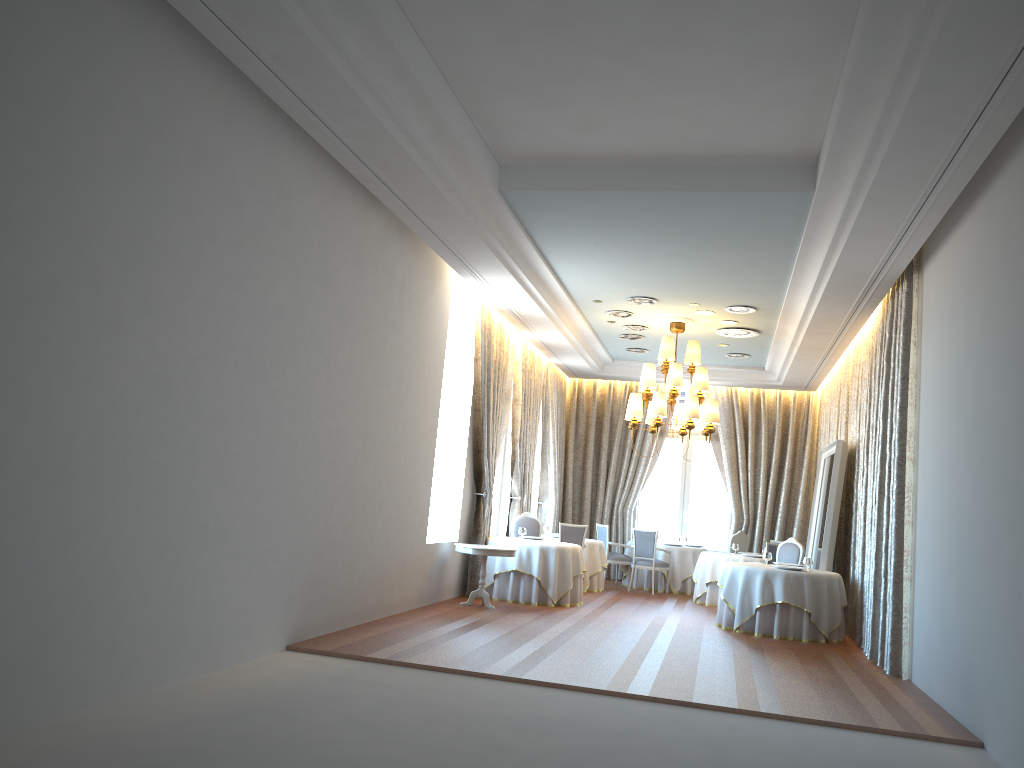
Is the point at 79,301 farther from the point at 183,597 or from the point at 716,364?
the point at 716,364

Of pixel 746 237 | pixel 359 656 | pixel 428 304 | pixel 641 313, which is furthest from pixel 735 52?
pixel 641 313

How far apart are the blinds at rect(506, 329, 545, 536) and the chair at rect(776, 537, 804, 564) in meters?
4.3 m

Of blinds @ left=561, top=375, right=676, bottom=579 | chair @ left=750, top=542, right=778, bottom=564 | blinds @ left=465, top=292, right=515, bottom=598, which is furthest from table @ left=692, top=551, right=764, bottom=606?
blinds @ left=465, top=292, right=515, bottom=598

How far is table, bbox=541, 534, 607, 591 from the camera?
14.9m

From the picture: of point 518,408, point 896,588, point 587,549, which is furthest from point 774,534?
point 896,588

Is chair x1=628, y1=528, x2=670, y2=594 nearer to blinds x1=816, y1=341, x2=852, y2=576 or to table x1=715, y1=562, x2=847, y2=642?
blinds x1=816, y1=341, x2=852, y2=576

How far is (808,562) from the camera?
11.45m

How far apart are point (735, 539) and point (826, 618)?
4.9m

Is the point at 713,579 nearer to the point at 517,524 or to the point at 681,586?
the point at 681,586
